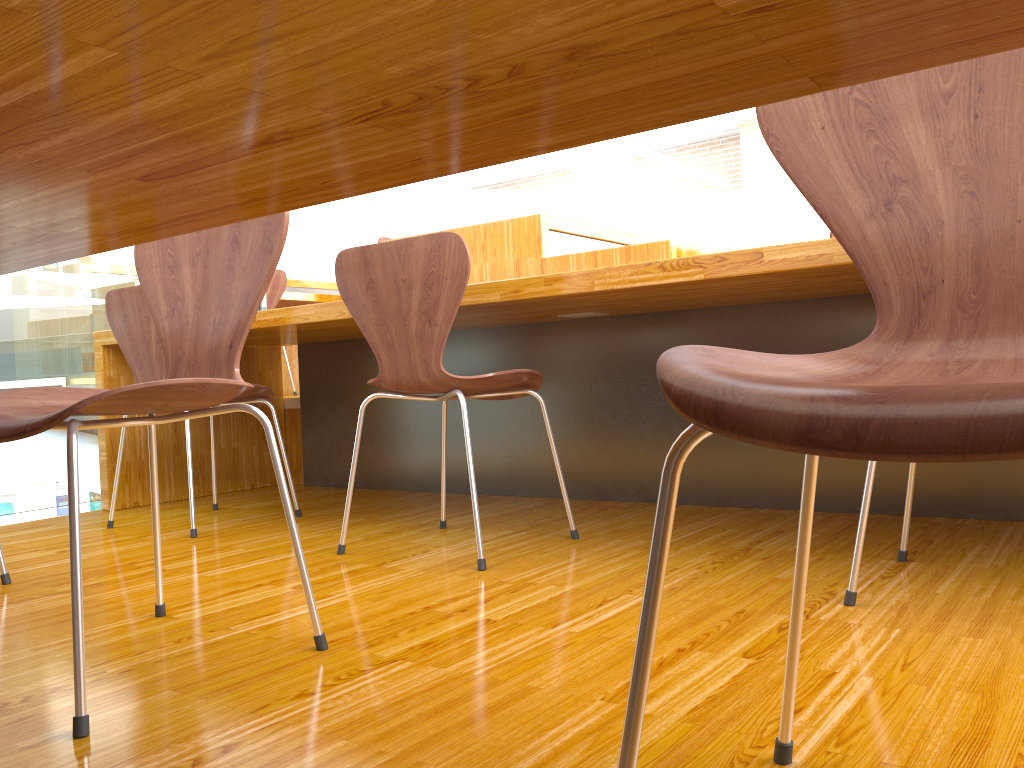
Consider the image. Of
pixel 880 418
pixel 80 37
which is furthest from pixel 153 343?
pixel 880 418

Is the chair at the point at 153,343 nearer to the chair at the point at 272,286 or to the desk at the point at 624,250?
the desk at the point at 624,250

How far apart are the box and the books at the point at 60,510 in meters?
0.1 m

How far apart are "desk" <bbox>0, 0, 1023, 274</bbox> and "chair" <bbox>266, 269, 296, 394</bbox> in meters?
3.7 m

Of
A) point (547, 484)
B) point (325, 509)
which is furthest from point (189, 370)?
point (547, 484)

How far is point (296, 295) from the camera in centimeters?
524cm

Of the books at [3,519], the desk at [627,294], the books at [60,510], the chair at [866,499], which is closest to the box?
the books at [60,510]

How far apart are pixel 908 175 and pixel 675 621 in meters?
0.8 m

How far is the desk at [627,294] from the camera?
2.0m

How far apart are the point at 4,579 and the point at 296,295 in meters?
3.5
